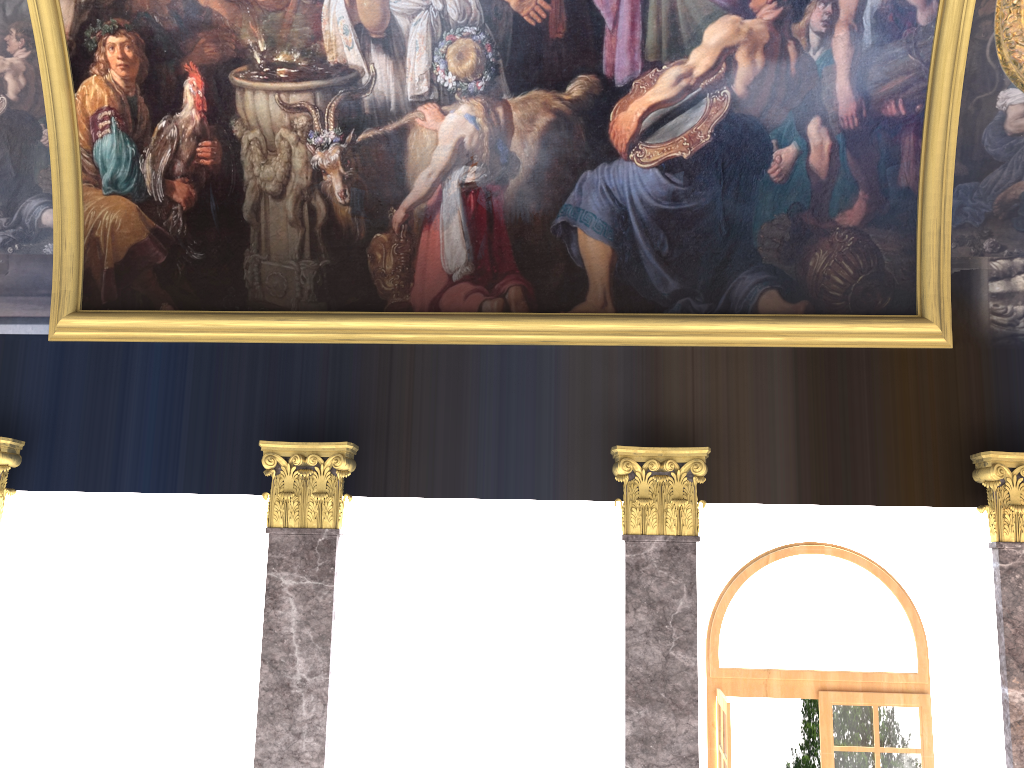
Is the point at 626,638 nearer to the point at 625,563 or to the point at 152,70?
the point at 625,563
